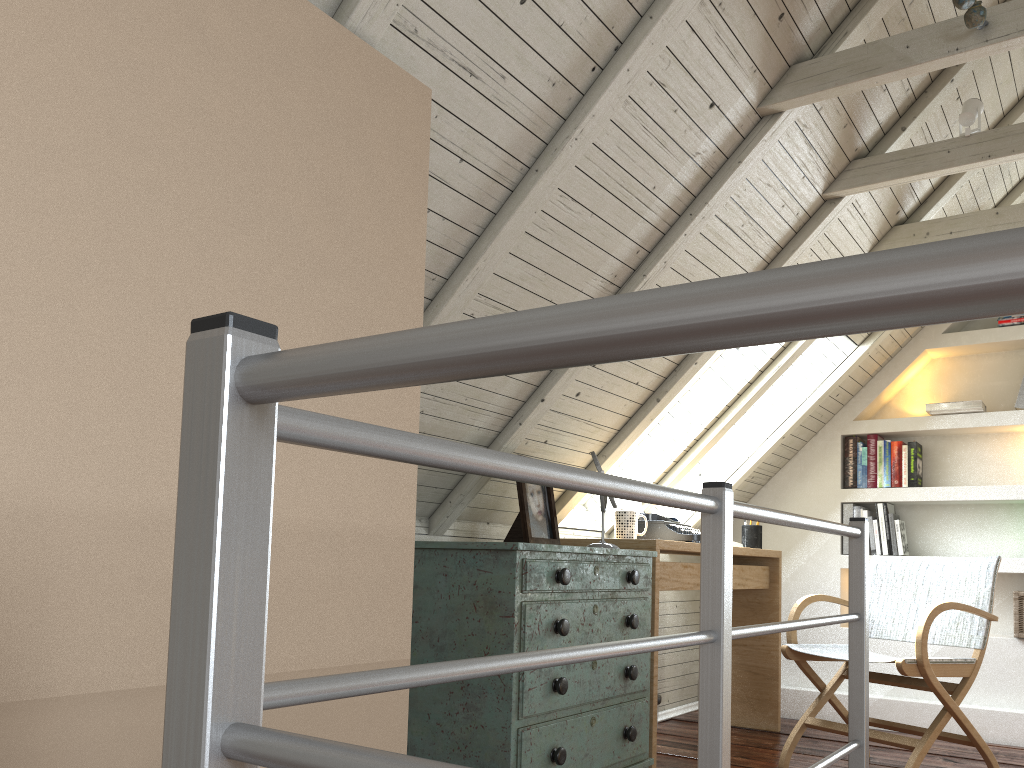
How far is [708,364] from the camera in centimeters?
357cm

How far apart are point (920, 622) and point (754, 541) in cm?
116

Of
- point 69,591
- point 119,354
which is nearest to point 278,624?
point 69,591

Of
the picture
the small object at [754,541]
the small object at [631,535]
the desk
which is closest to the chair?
the desk

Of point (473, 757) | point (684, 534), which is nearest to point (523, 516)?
point (473, 757)

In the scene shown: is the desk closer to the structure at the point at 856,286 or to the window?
the window

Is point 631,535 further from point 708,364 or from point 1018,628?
point 1018,628

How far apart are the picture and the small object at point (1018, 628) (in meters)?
2.36

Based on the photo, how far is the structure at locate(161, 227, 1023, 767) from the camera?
0.3m

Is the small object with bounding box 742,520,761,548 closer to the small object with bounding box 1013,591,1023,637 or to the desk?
the desk
